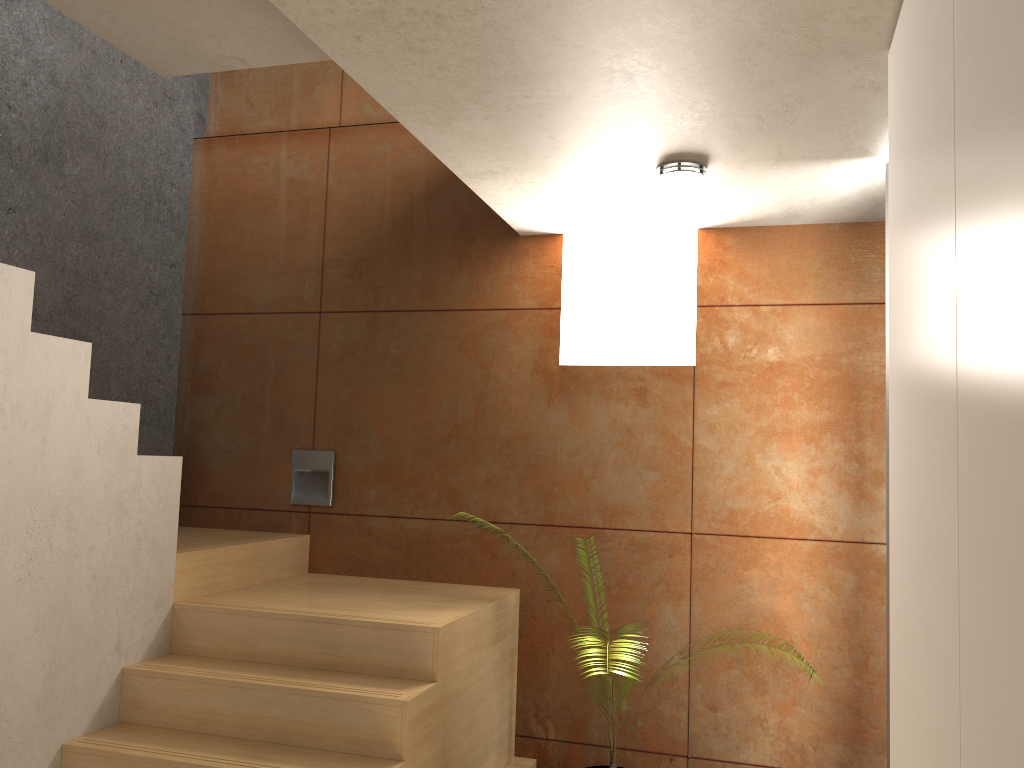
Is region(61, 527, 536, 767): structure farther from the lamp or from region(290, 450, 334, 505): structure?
the lamp

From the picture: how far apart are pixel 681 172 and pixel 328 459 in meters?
2.2

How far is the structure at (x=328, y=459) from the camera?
4.23m

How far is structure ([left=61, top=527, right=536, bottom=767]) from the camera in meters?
2.8 m

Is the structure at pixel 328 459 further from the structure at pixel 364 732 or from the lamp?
the lamp

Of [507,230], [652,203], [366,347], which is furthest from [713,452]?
[366,347]

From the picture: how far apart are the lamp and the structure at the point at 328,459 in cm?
208

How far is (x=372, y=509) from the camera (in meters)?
4.17

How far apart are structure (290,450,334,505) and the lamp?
2.1m

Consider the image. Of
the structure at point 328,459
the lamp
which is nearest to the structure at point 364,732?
the structure at point 328,459
